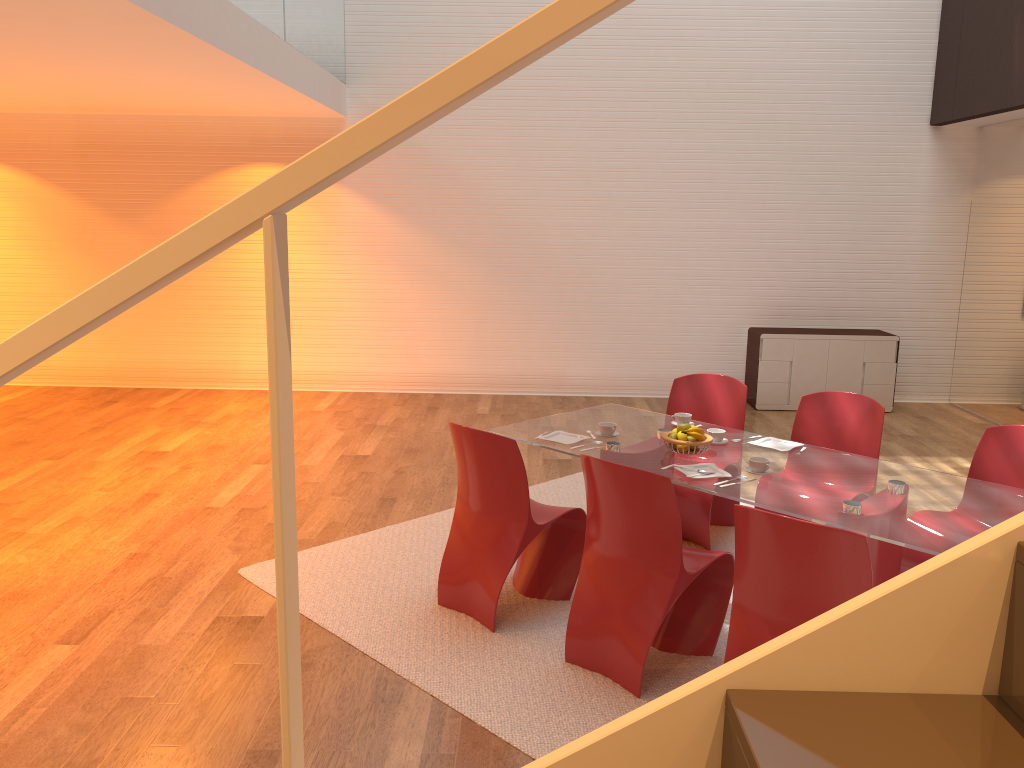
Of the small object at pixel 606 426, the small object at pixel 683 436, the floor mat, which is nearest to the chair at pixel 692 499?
the floor mat

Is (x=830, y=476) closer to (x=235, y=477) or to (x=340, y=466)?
(x=340, y=466)

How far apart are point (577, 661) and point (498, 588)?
0.48m

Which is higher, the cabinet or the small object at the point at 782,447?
the cabinet

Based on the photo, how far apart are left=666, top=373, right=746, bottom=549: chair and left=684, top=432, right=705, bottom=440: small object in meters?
0.8

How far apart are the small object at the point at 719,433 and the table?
0.1m

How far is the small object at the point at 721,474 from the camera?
3.8 meters

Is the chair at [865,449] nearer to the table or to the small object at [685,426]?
the table

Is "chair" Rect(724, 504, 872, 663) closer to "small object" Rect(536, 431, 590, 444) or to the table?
the table

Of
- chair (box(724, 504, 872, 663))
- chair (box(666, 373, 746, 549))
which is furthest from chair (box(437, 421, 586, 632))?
chair (box(724, 504, 872, 663))
